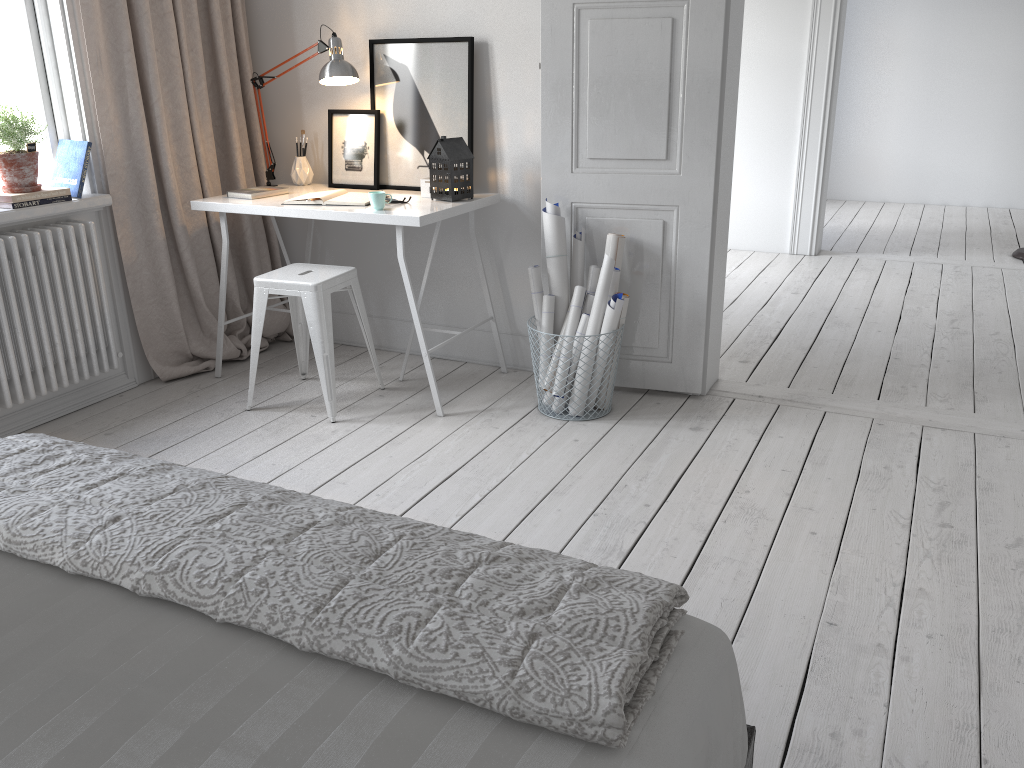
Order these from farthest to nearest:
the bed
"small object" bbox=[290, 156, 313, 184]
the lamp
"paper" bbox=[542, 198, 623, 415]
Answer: "small object" bbox=[290, 156, 313, 184], the lamp, "paper" bbox=[542, 198, 623, 415], the bed

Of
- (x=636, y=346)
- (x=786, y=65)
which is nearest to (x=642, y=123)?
(x=636, y=346)

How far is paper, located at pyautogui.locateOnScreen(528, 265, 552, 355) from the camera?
3.4 meters

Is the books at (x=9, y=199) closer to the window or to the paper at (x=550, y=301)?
the window

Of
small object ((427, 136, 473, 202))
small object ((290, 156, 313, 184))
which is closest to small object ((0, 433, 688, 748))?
small object ((427, 136, 473, 202))

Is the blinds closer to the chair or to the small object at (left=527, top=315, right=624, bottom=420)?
the chair

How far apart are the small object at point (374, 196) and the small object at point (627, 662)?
1.7 meters

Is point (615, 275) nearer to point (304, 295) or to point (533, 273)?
point (533, 273)

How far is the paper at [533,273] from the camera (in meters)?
3.43

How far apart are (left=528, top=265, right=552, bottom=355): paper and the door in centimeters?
16cm
